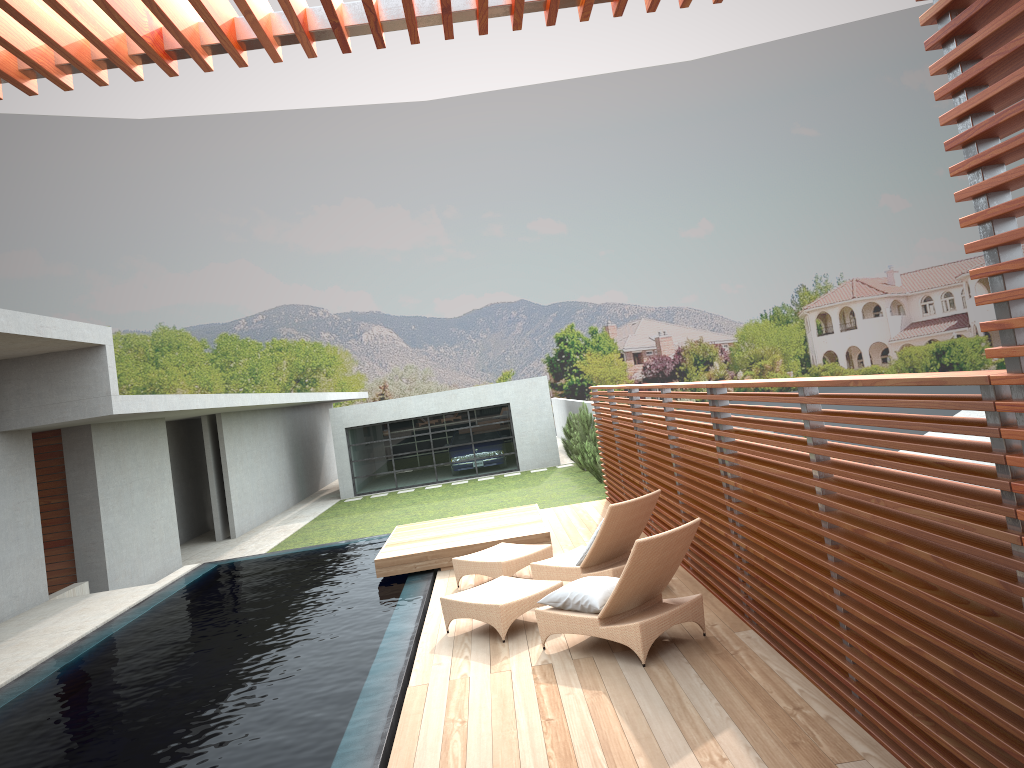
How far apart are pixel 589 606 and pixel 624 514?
1.53m

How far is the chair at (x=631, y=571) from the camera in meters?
6.0

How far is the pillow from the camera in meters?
6.3

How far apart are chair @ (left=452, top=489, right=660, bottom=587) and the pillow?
1.0 meters

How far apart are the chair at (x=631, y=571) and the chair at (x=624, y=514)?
0.5m

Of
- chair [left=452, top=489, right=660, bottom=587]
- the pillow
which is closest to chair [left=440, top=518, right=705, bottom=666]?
the pillow

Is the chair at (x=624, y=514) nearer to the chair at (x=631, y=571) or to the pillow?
the chair at (x=631, y=571)

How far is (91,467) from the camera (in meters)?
14.24

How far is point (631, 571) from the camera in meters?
6.0

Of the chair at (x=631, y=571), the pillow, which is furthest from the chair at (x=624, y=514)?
the pillow
